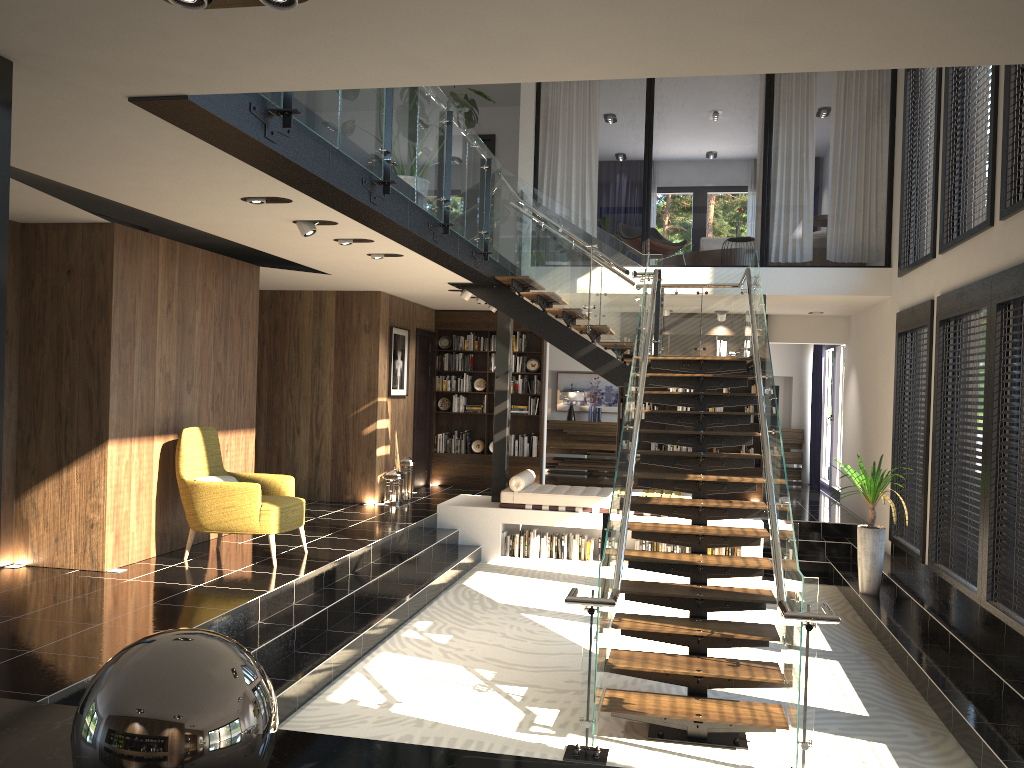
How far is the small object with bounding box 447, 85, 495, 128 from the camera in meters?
7.6

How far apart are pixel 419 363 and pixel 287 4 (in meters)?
10.34

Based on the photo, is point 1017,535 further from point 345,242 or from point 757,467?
point 757,467

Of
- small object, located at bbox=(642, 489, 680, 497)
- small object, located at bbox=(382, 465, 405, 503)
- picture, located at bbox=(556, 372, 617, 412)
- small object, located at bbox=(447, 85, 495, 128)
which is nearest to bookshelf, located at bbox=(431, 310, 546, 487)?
small object, located at bbox=(382, 465, 405, 503)

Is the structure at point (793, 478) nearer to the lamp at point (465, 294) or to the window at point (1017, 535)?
the lamp at point (465, 294)

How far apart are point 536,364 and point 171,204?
7.9m

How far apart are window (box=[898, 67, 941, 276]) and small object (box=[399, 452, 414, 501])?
6.24m

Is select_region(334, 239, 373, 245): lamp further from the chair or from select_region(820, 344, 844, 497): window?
select_region(820, 344, 844, 497): window

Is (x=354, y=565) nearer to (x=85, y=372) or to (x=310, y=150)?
(x=85, y=372)

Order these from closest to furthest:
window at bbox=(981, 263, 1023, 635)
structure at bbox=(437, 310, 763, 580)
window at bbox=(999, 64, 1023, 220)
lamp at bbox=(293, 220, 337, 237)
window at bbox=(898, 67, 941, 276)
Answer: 1. window at bbox=(981, 263, 1023, 635)
2. window at bbox=(999, 64, 1023, 220)
3. lamp at bbox=(293, 220, 337, 237)
4. window at bbox=(898, 67, 941, 276)
5. structure at bbox=(437, 310, 763, 580)
